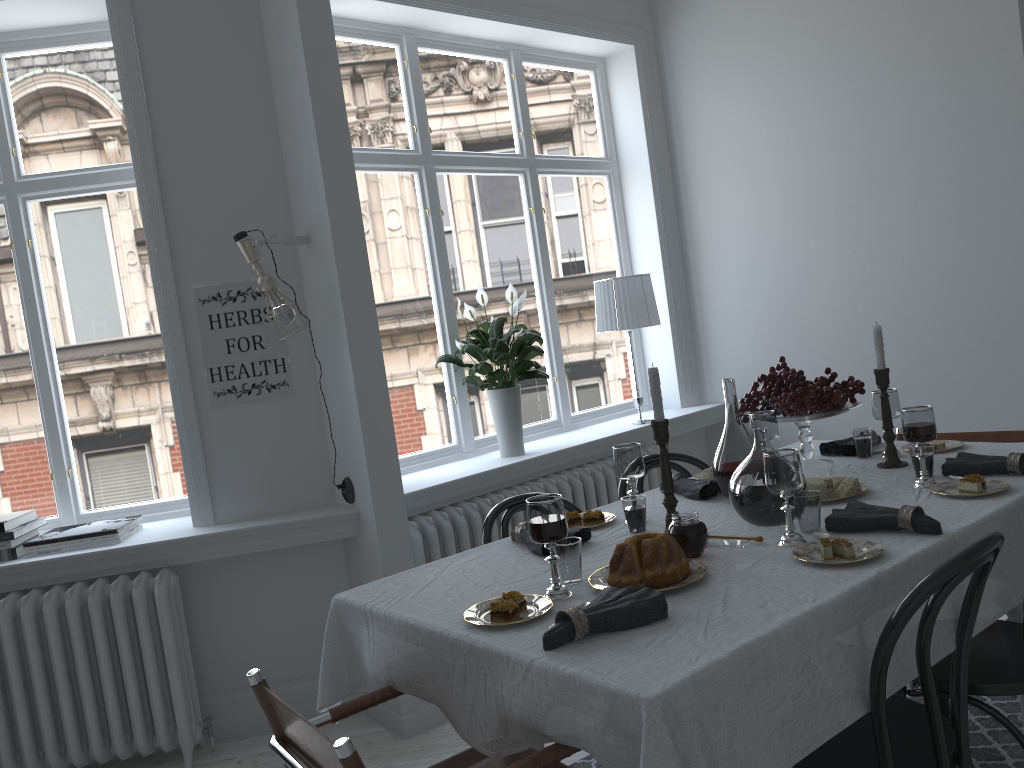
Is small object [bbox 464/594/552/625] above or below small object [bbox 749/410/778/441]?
below

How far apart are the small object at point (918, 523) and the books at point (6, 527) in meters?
2.9

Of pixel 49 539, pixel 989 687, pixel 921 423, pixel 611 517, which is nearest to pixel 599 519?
pixel 611 517

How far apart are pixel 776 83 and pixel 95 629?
4.1m

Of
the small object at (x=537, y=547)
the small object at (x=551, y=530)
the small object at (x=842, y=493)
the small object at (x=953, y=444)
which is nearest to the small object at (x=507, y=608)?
the small object at (x=551, y=530)

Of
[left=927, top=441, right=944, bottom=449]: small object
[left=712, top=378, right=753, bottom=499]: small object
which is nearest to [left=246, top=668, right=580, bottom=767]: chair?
[left=712, top=378, right=753, bottom=499]: small object

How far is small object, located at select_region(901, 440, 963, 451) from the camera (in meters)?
2.86

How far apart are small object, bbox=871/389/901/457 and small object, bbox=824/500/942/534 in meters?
0.8

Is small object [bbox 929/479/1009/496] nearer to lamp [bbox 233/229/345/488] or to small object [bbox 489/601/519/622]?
small object [bbox 489/601/519/622]

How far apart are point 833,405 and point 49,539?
2.8 meters
